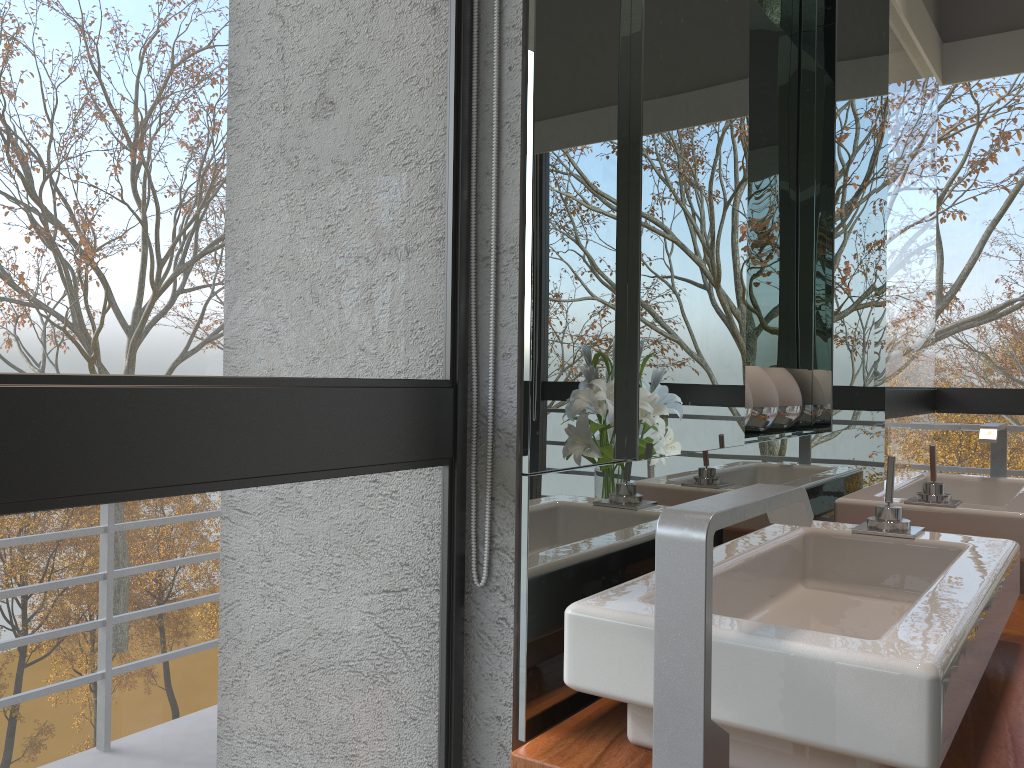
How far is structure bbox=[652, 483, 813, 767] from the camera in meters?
0.6

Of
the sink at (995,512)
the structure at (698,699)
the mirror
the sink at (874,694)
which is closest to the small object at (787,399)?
the mirror

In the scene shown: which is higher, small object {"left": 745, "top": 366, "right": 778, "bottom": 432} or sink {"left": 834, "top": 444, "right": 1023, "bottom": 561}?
small object {"left": 745, "top": 366, "right": 778, "bottom": 432}

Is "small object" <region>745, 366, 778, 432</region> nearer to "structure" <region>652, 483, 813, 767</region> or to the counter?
the counter

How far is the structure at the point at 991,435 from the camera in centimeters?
220cm

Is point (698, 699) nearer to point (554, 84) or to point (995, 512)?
point (554, 84)

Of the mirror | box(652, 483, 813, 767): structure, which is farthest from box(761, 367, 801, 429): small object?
box(652, 483, 813, 767): structure

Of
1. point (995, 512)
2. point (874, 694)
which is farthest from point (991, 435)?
point (874, 694)

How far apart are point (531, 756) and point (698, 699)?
0.3m

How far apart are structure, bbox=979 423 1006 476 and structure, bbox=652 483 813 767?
1.6 meters
